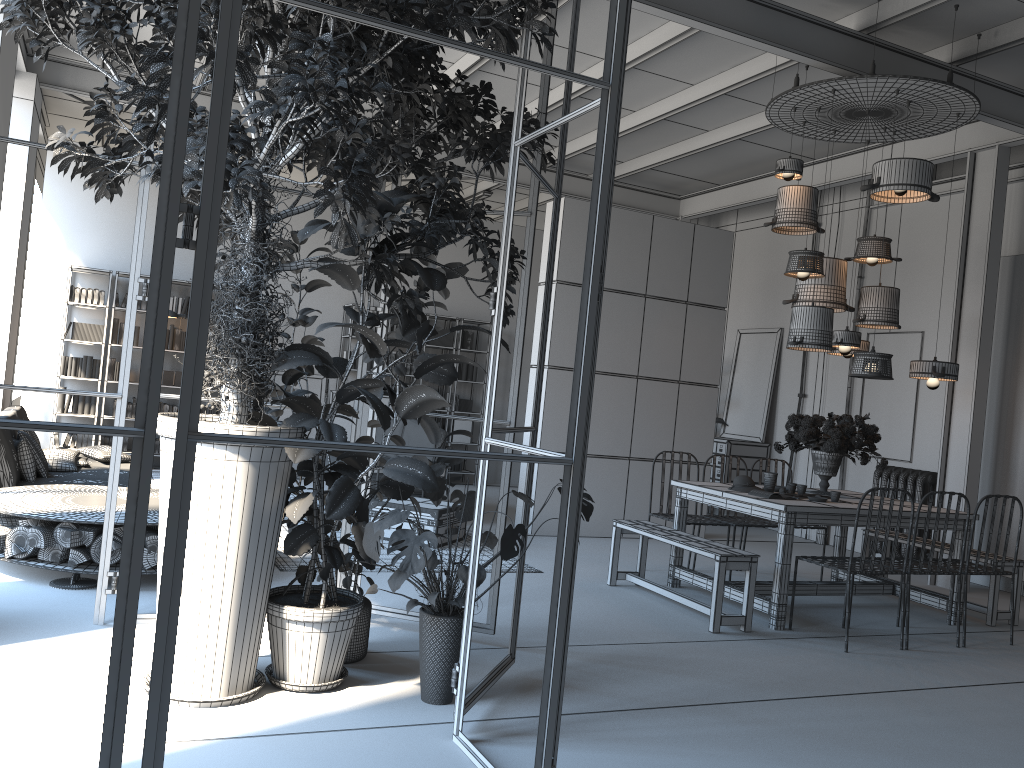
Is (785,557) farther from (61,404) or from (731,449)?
(61,404)

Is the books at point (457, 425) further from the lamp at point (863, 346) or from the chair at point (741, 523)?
the lamp at point (863, 346)

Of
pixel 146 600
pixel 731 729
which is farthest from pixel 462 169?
pixel 146 600

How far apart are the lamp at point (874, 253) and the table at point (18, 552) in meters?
5.3

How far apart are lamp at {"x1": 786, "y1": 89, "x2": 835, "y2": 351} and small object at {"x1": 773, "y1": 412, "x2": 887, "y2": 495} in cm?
55

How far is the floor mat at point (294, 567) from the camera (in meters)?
5.98

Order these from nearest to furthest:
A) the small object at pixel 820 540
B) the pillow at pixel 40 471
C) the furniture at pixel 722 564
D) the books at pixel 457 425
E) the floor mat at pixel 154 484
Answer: the furniture at pixel 722 564, the pillow at pixel 40 471, the floor mat at pixel 154 484, the small object at pixel 820 540, the books at pixel 457 425

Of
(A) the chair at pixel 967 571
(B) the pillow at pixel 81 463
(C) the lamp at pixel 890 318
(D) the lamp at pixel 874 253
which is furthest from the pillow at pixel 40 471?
(A) the chair at pixel 967 571

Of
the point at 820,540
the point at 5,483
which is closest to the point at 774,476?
the point at 820,540

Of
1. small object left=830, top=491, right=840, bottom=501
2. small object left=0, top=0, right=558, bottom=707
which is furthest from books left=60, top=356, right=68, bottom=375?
small object left=830, top=491, right=840, bottom=501
